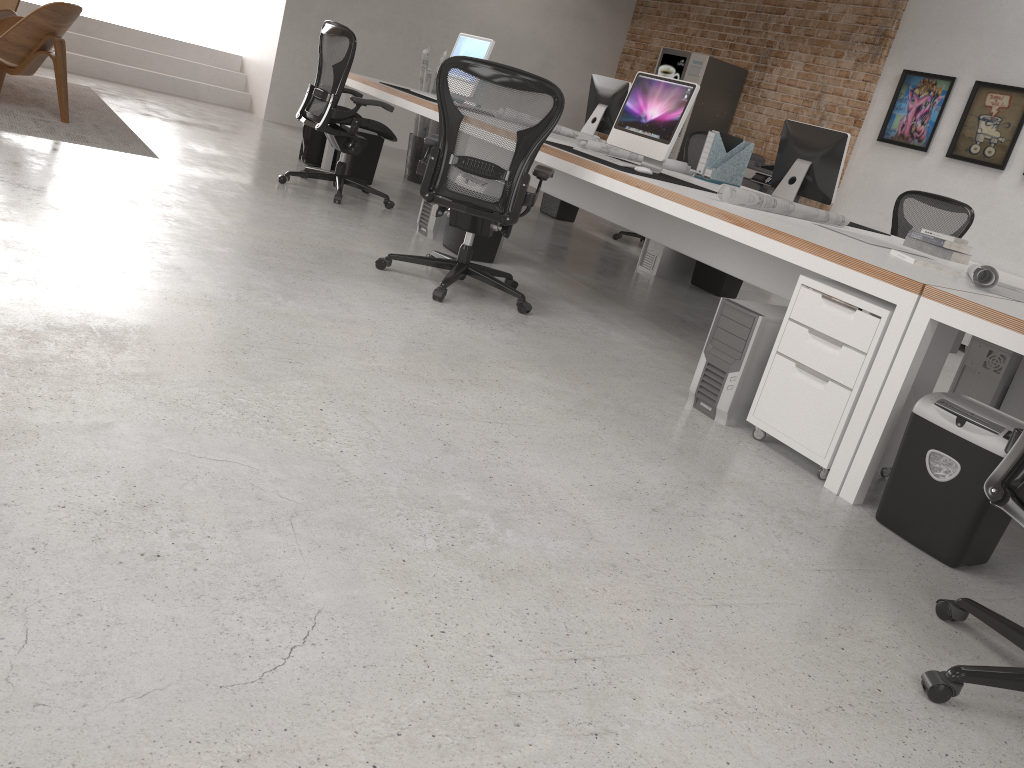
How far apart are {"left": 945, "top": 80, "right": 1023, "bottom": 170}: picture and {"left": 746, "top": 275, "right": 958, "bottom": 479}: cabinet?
4.9m

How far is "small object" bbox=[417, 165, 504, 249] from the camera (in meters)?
5.36

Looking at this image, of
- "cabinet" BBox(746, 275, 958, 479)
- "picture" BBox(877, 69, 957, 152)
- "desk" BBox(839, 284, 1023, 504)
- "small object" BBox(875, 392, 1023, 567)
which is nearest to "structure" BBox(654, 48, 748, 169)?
"picture" BBox(877, 69, 957, 152)

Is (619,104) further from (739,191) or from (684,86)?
(739,191)

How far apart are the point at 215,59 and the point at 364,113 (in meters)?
1.73

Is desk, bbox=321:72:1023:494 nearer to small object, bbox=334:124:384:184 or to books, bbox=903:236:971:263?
books, bbox=903:236:971:263

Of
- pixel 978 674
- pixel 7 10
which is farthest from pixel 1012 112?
pixel 7 10

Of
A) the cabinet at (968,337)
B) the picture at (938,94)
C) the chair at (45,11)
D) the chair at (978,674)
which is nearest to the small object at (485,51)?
the chair at (45,11)

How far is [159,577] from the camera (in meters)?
1.65

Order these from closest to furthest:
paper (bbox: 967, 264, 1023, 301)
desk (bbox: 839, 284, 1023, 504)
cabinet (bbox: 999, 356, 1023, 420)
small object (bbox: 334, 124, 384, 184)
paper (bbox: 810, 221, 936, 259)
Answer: desk (bbox: 839, 284, 1023, 504), paper (bbox: 967, 264, 1023, 301), paper (bbox: 810, 221, 936, 259), cabinet (bbox: 999, 356, 1023, 420), small object (bbox: 334, 124, 384, 184)
